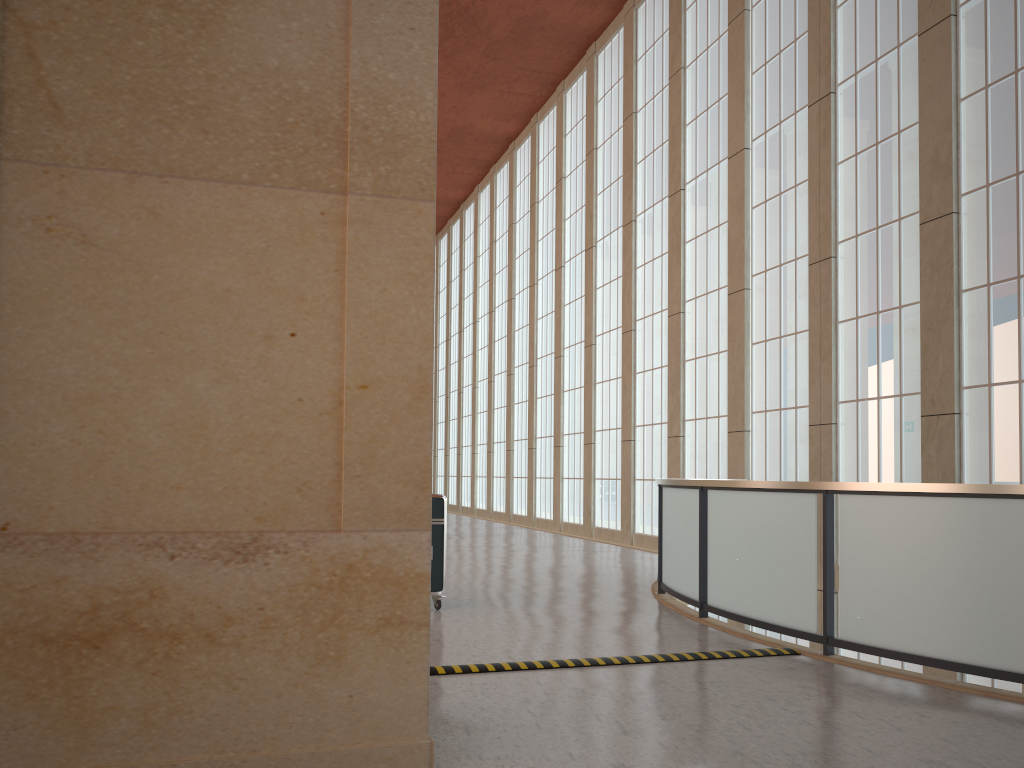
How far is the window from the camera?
14.70m

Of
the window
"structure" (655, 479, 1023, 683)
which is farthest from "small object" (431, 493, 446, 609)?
the window

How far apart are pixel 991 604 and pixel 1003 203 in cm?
966

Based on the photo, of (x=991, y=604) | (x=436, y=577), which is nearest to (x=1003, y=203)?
(x=991, y=604)

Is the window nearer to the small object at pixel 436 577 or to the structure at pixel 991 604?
the structure at pixel 991 604

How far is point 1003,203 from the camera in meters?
Result: 14.7

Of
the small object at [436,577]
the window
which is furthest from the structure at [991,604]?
the window

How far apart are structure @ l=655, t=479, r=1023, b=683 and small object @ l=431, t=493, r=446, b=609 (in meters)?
3.19

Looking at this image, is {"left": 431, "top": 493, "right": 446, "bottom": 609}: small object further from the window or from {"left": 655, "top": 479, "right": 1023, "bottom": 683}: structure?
the window

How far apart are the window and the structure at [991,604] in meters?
5.7
